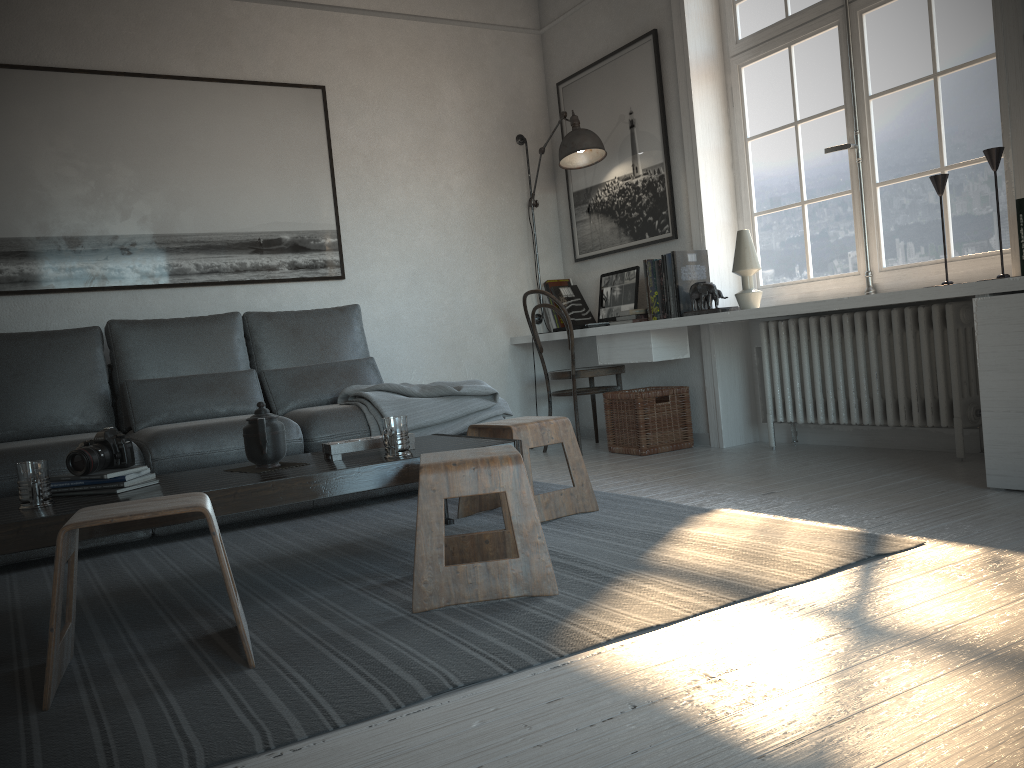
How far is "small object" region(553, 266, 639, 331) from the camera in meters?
4.8 m

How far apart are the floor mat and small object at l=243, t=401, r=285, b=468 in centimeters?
33cm

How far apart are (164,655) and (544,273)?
3.88m

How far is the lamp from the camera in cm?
477

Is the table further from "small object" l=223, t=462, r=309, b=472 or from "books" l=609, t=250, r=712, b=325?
"books" l=609, t=250, r=712, b=325

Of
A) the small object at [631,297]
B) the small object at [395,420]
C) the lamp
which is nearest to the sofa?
the small object at [395,420]

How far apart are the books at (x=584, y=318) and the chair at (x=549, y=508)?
2.0 meters

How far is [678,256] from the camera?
4.3 meters

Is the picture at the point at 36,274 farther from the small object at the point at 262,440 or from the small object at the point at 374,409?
the small object at the point at 262,440

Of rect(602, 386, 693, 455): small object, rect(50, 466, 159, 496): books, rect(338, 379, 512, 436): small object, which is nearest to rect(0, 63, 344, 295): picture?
rect(338, 379, 512, 436): small object
